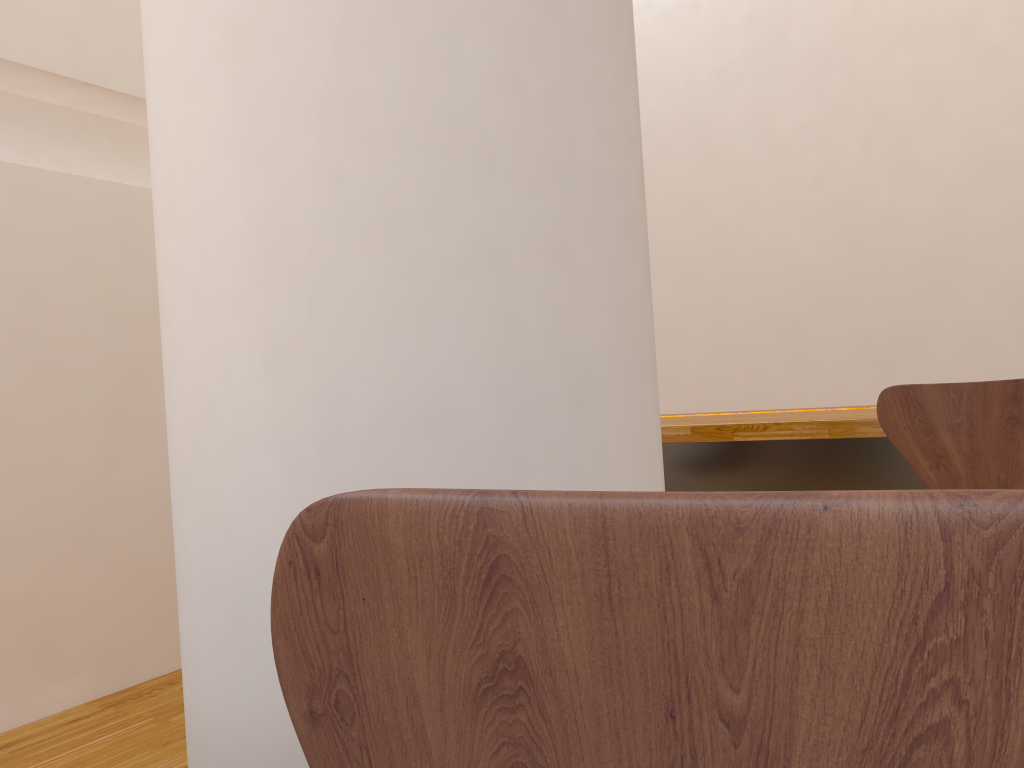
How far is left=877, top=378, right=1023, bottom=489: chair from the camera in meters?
1.8 m

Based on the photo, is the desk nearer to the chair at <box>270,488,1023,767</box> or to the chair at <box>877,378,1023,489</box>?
the chair at <box>877,378,1023,489</box>

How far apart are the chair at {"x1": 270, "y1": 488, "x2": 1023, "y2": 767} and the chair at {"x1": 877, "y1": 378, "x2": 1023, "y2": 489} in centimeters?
175cm

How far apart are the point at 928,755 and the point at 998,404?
1.8 meters

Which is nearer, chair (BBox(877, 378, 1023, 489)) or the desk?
chair (BBox(877, 378, 1023, 489))

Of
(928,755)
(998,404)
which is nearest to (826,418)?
(998,404)

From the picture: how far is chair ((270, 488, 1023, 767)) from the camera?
0.3m

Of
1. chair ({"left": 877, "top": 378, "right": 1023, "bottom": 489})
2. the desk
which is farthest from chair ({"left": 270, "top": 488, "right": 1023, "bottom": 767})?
the desk

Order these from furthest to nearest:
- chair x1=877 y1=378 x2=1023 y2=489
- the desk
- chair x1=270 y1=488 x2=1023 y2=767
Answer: the desk
chair x1=877 y1=378 x2=1023 y2=489
chair x1=270 y1=488 x2=1023 y2=767

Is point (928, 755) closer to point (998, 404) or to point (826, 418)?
point (998, 404)
